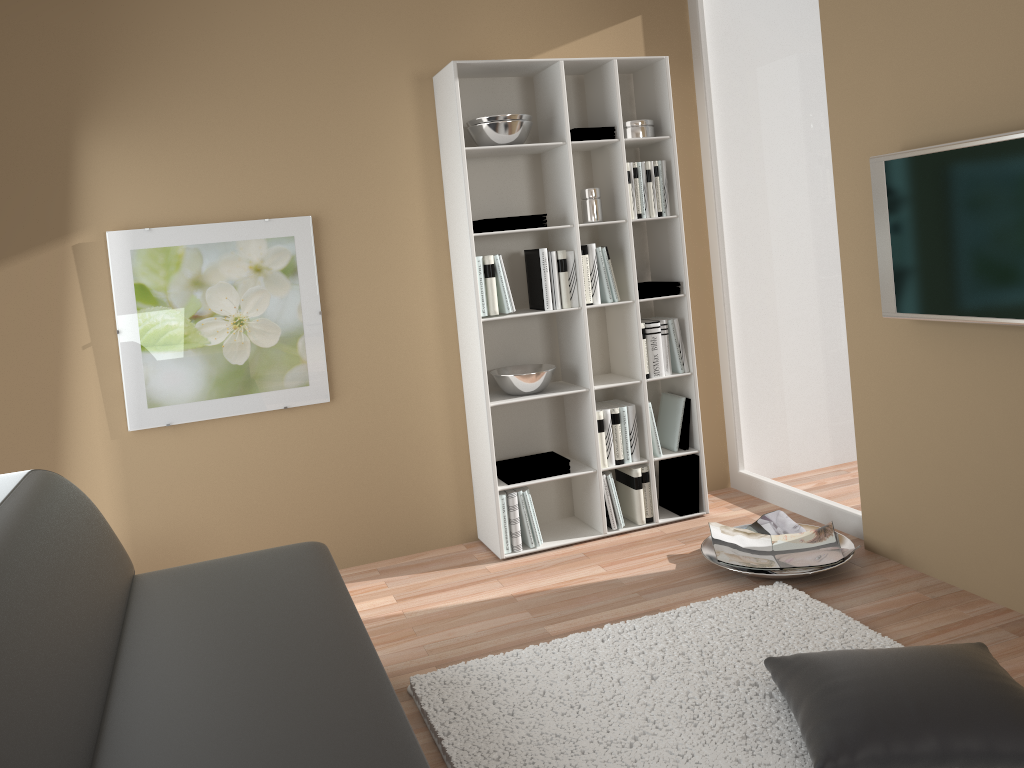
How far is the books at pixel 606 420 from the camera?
4.0m

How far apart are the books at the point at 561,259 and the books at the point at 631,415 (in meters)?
0.57

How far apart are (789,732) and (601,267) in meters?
2.2 m

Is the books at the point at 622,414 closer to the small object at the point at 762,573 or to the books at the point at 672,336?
the books at the point at 672,336

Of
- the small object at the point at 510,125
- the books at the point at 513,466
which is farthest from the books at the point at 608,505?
the small object at the point at 510,125

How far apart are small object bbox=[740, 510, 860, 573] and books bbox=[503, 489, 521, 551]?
1.0m

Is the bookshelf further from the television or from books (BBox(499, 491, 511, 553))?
the television

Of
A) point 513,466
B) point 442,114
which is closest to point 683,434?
point 513,466

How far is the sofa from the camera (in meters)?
1.64

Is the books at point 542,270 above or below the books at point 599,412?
above
